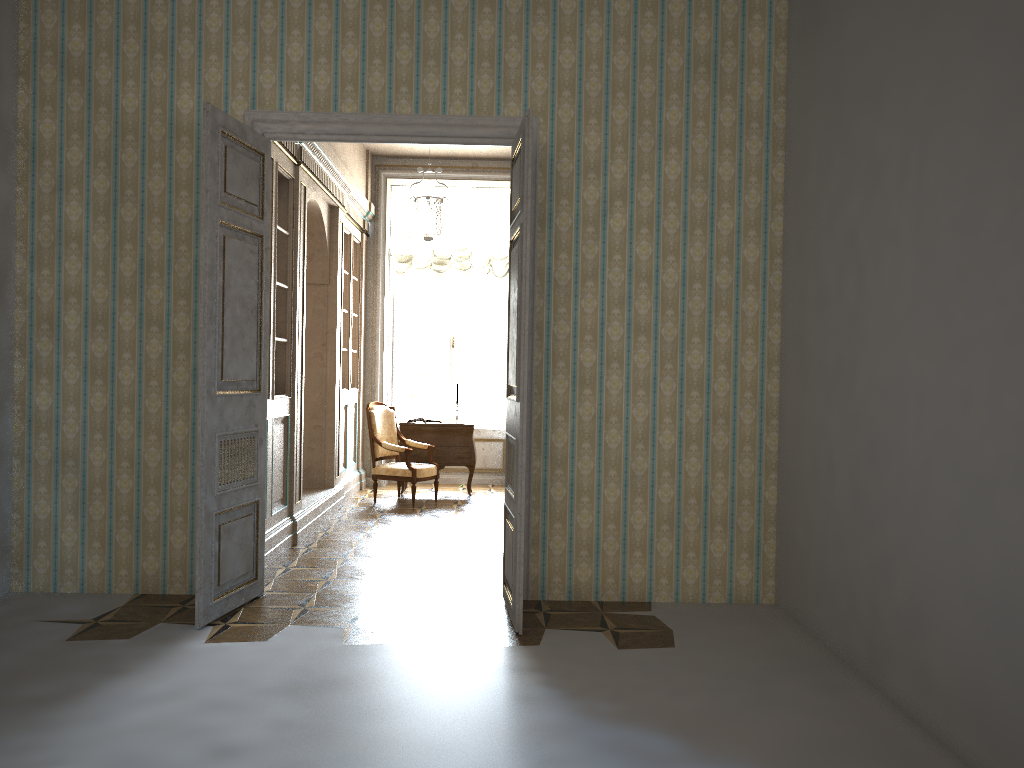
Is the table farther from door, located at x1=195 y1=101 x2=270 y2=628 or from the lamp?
door, located at x1=195 y1=101 x2=270 y2=628

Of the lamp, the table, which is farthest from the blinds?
the table

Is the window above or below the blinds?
below

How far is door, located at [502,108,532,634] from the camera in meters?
4.5

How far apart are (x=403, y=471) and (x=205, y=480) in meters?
4.3

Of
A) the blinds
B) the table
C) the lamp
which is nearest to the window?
the blinds

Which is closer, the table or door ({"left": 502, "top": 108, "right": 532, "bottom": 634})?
door ({"left": 502, "top": 108, "right": 532, "bottom": 634})

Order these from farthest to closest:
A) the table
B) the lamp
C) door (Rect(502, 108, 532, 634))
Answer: the table
the lamp
door (Rect(502, 108, 532, 634))

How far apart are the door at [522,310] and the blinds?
5.4 meters

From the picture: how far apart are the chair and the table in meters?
0.2
